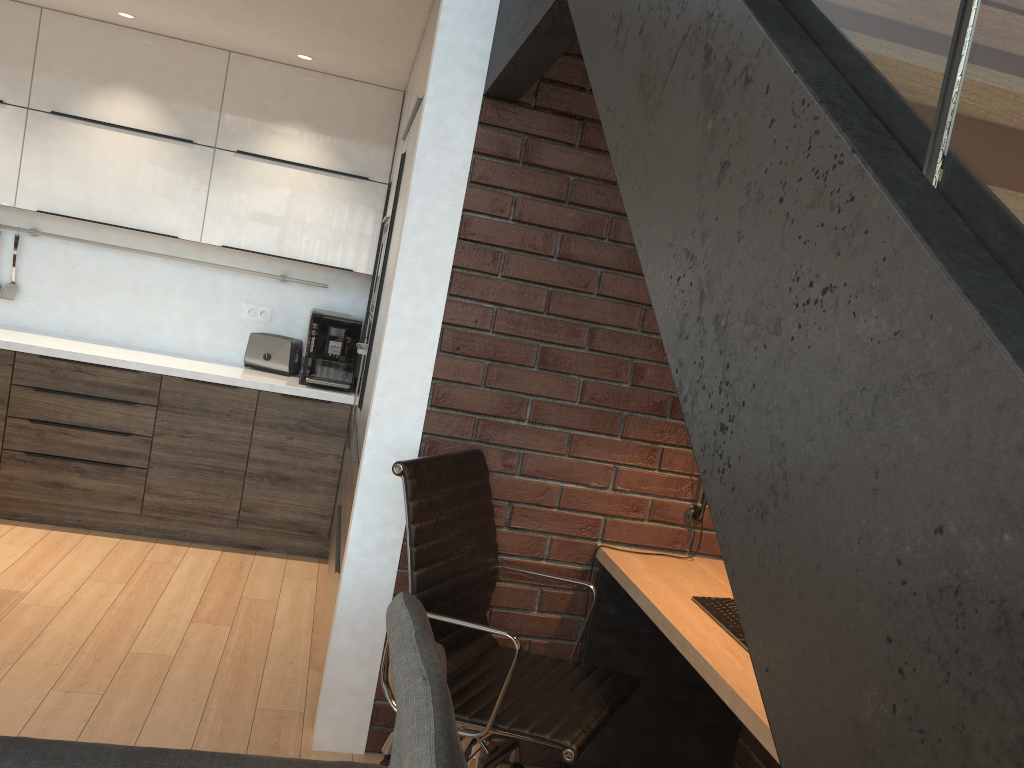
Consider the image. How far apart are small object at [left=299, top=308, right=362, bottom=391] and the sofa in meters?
3.1 m

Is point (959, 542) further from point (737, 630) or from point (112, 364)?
point (112, 364)

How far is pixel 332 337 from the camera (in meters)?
4.41

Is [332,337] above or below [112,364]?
above

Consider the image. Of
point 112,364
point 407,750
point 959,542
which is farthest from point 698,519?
point 112,364

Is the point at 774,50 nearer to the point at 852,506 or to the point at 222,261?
the point at 852,506

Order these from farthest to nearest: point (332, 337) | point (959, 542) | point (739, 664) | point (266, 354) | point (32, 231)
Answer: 1. point (266, 354)
2. point (32, 231)
3. point (332, 337)
4. point (739, 664)
5. point (959, 542)

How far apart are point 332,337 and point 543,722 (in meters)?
2.71

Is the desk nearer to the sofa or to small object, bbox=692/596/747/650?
small object, bbox=692/596/747/650

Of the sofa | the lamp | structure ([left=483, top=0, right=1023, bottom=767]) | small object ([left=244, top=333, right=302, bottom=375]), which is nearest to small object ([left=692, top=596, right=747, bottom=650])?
the lamp
